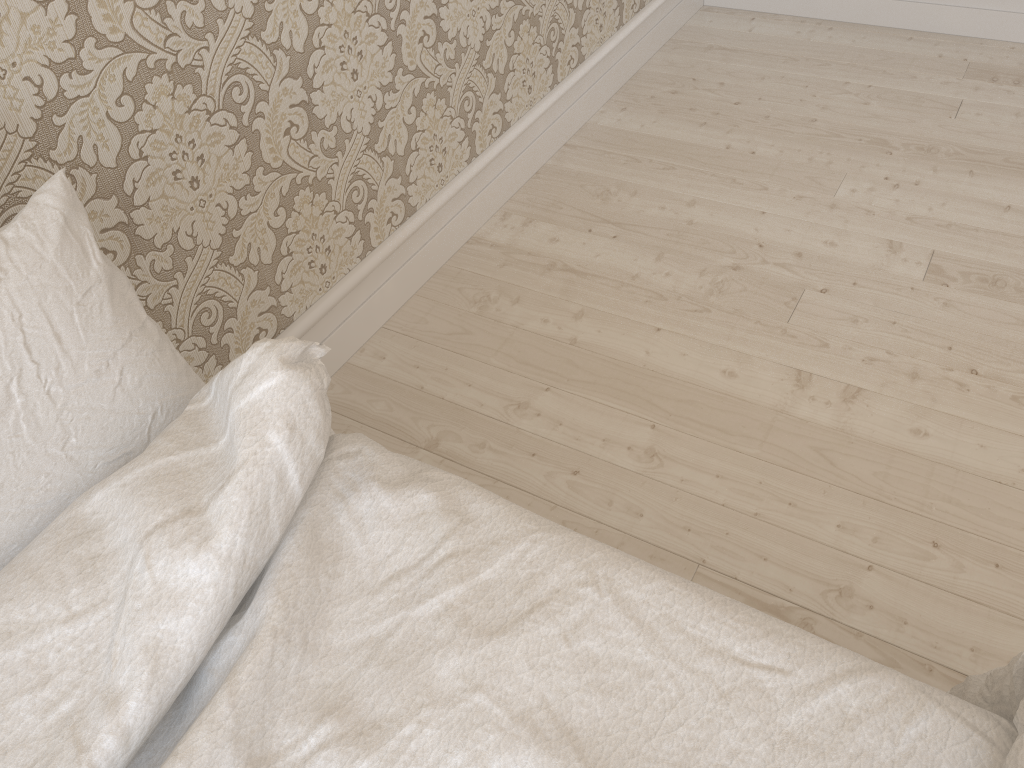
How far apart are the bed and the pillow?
0.0 meters

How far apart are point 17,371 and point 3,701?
0.3m

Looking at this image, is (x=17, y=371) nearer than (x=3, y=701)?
No

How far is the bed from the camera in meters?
0.6 m

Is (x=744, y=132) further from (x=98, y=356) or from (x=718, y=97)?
(x=98, y=356)

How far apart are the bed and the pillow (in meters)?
0.03

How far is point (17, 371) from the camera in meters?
0.7

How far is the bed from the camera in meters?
0.6 m

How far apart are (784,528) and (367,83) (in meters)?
1.00
